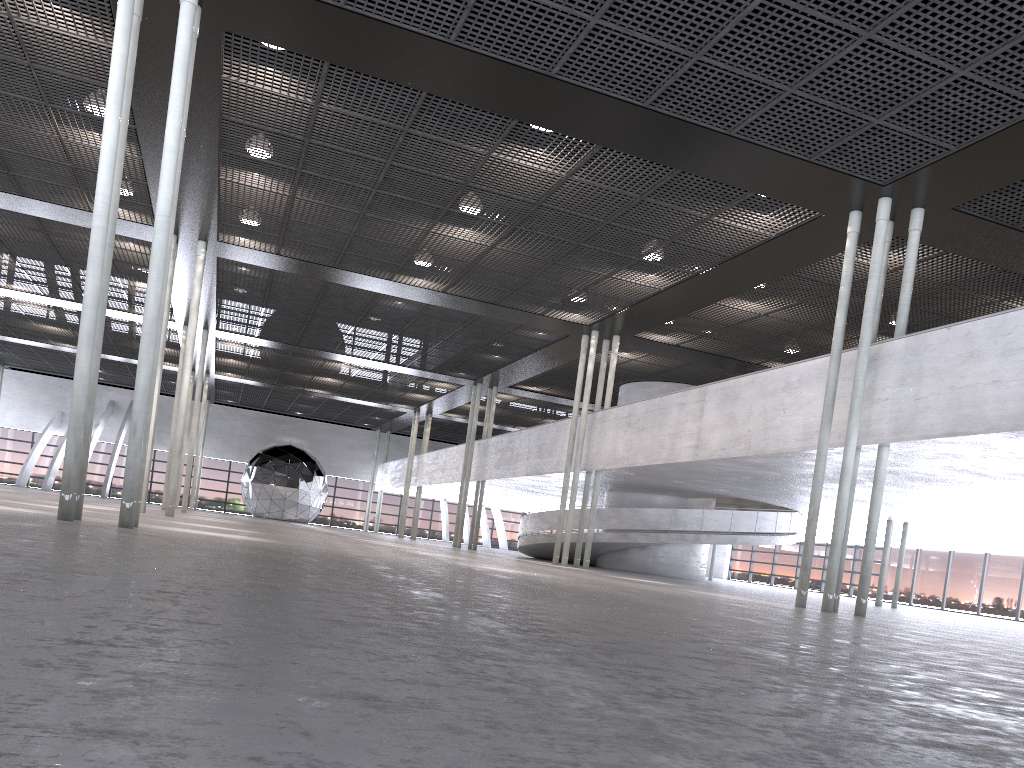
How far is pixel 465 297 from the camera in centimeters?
2138cm
